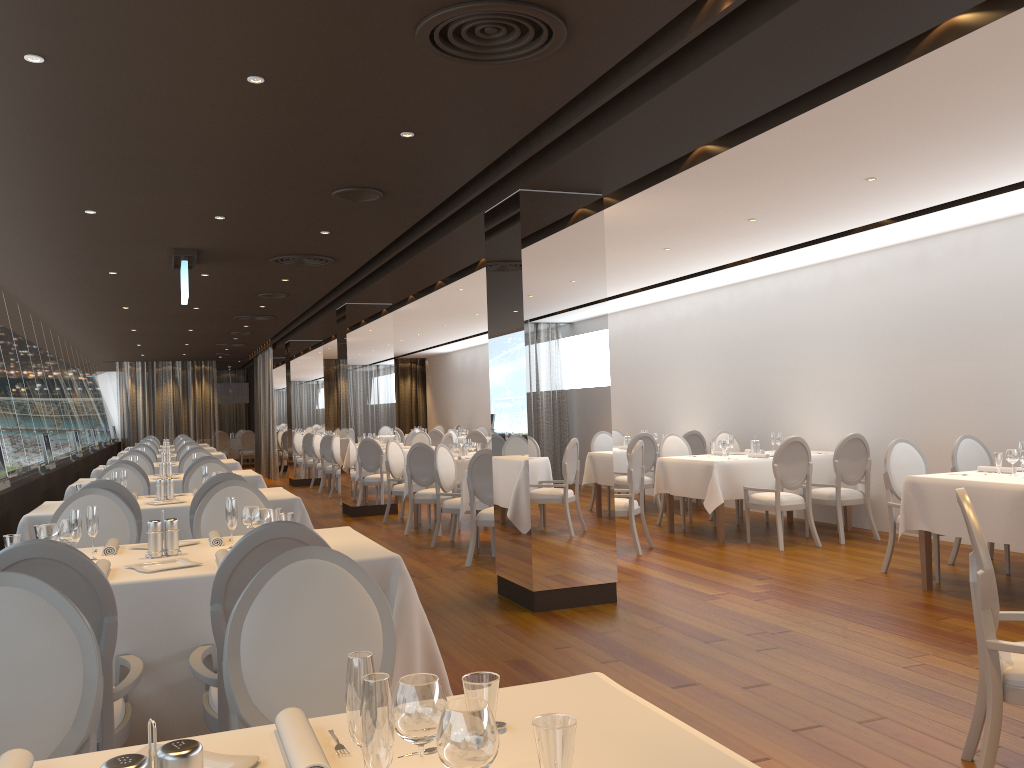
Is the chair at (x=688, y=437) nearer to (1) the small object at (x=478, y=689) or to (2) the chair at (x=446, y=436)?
(2) the chair at (x=446, y=436)

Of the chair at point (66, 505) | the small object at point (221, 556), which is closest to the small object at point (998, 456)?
the small object at point (221, 556)

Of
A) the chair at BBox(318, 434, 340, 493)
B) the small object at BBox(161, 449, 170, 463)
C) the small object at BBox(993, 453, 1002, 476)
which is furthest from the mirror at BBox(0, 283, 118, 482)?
the small object at BBox(993, 453, 1002, 476)

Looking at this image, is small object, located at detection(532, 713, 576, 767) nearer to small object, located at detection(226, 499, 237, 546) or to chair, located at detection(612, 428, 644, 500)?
small object, located at detection(226, 499, 237, 546)

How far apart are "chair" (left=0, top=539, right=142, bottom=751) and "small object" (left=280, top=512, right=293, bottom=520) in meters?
0.9 m

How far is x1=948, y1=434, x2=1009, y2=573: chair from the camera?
7.5 meters

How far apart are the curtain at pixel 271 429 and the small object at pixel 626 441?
10.45m

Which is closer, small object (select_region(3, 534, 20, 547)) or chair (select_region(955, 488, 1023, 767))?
chair (select_region(955, 488, 1023, 767))

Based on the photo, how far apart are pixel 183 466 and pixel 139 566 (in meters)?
7.27

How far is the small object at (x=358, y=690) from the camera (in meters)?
1.32
